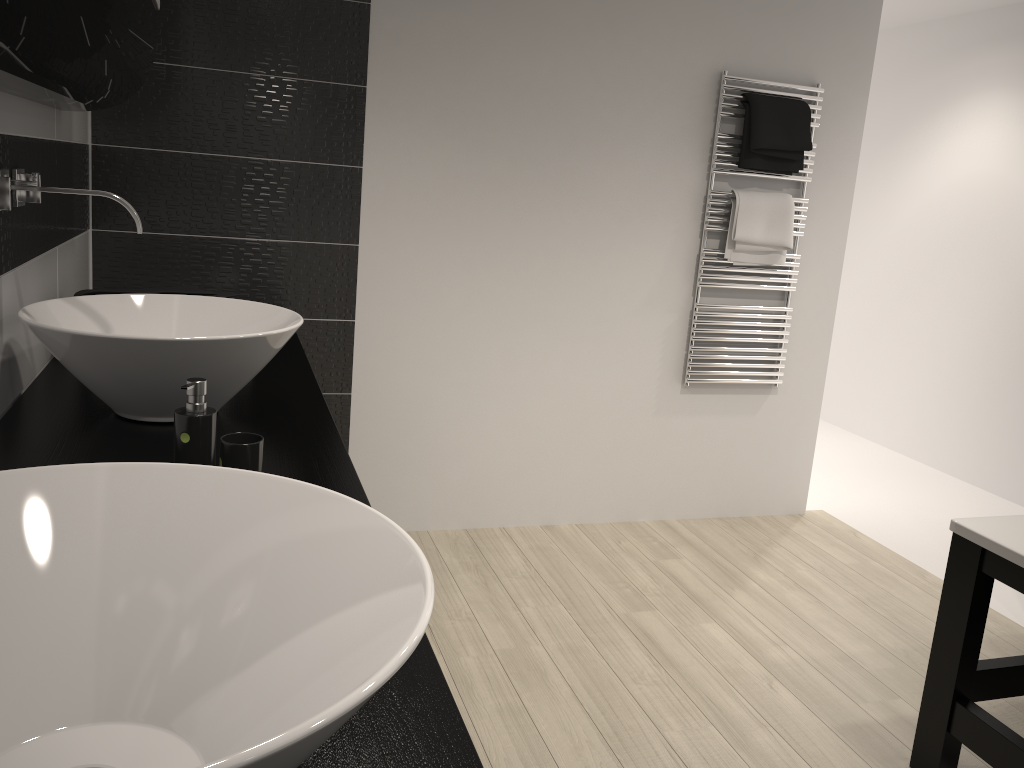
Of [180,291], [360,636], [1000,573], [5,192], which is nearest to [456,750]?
[360,636]

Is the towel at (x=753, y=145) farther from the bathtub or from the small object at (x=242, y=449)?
the small object at (x=242, y=449)

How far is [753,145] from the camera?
3.47m

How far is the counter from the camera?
0.9 meters

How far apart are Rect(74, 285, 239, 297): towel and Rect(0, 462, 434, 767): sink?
1.45m

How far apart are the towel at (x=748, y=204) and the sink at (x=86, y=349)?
2.13m

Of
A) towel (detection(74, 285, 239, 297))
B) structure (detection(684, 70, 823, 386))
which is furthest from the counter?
structure (detection(684, 70, 823, 386))

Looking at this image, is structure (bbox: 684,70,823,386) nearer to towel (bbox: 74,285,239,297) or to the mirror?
towel (bbox: 74,285,239,297)

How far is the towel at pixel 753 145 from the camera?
3.5 meters

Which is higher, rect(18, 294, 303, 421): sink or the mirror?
the mirror
